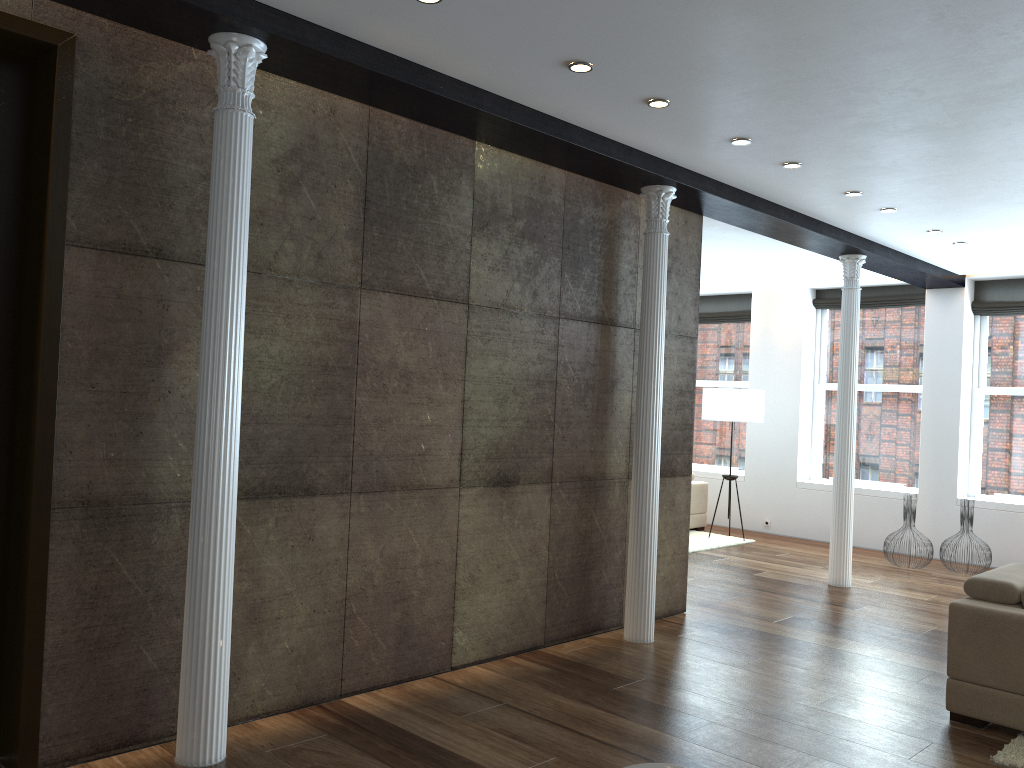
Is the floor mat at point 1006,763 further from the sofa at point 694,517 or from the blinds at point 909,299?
the blinds at point 909,299

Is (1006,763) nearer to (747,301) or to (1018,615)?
(1018,615)

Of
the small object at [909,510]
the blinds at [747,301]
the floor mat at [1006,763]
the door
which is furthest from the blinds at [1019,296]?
the door

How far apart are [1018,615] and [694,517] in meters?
6.4 m

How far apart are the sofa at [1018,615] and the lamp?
5.0 meters

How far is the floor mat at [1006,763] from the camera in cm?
386

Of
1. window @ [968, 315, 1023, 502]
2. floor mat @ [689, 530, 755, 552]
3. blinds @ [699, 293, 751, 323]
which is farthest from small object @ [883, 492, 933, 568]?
blinds @ [699, 293, 751, 323]

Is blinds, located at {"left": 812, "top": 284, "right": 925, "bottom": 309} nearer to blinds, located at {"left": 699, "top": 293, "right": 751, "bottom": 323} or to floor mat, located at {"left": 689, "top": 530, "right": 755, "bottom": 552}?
blinds, located at {"left": 699, "top": 293, "right": 751, "bottom": 323}

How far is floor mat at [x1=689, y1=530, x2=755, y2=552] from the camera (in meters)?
9.49

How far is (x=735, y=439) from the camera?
11.5 meters
